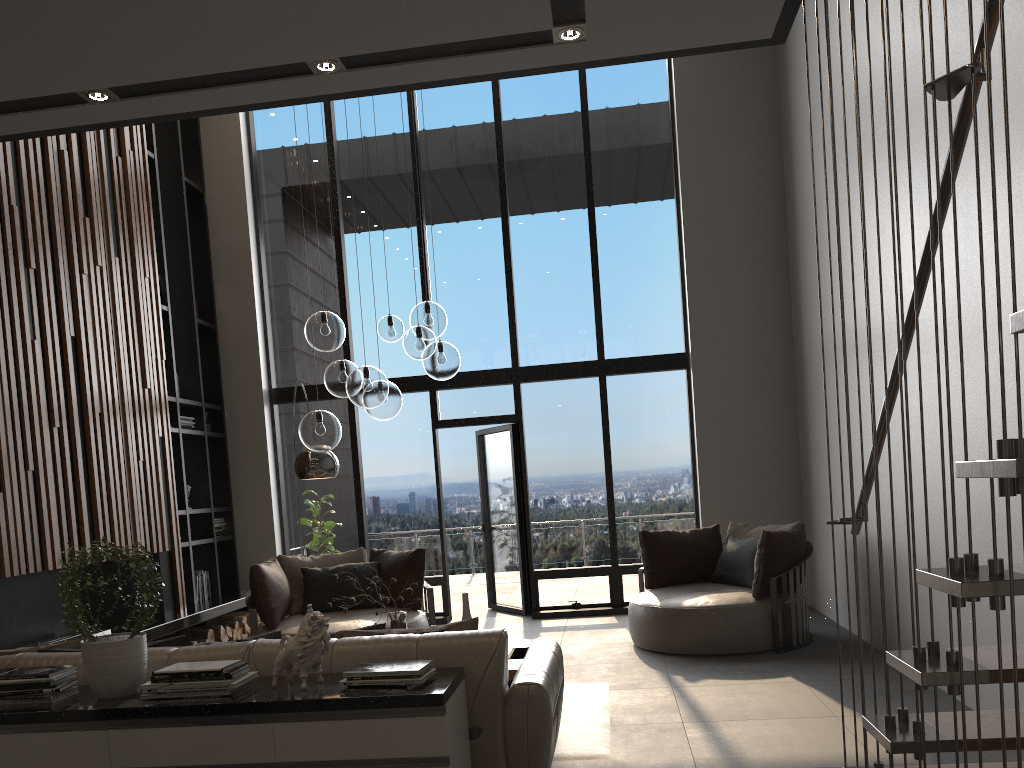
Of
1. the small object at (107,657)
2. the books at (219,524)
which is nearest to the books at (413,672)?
the small object at (107,657)

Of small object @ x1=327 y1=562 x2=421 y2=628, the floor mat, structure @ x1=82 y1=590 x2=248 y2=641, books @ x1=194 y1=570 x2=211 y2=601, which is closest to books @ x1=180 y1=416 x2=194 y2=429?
books @ x1=194 y1=570 x2=211 y2=601

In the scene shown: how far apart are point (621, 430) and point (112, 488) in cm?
469

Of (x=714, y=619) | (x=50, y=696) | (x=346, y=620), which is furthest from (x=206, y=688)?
(x=714, y=619)

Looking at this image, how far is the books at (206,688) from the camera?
2.9 meters

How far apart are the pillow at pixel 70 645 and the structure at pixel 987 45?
3.02m

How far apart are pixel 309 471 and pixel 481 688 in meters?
3.4

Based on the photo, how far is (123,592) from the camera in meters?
6.9 m

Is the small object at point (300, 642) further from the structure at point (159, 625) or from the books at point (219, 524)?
the books at point (219, 524)

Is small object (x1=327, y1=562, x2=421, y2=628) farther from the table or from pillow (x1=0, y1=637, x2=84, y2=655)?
pillow (x1=0, y1=637, x2=84, y2=655)
